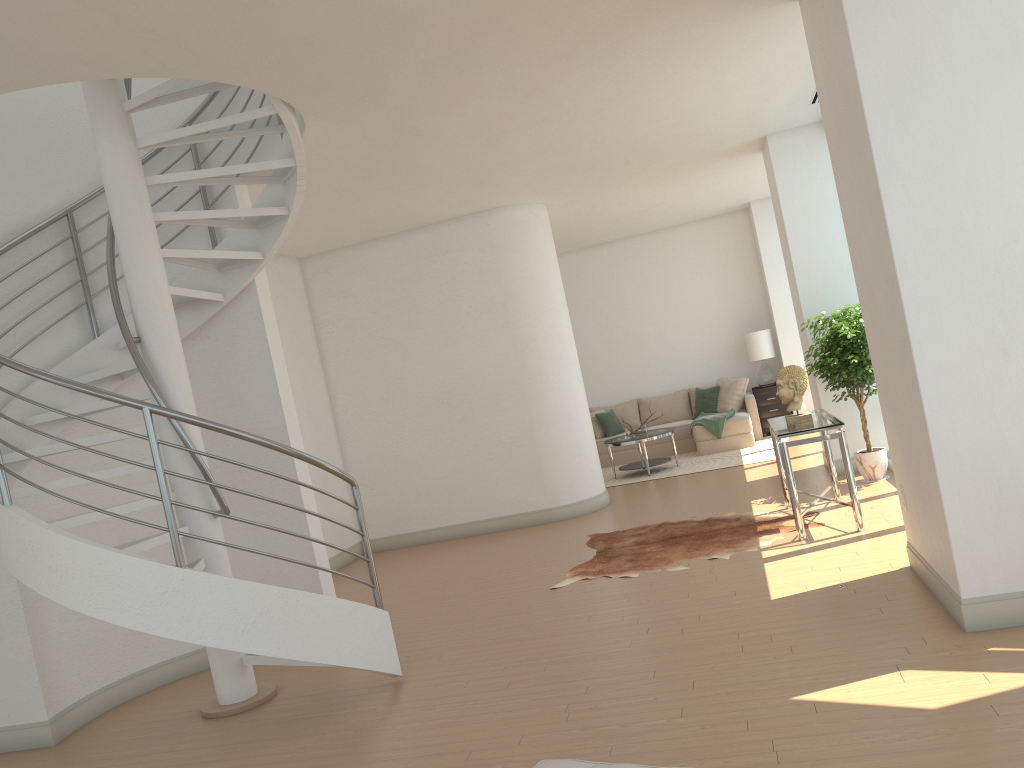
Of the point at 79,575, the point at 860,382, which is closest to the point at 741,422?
the point at 860,382

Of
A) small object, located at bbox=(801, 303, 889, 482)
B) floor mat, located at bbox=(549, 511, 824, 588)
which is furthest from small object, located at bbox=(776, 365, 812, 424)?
small object, located at bbox=(801, 303, 889, 482)

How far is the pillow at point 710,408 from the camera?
13.0m

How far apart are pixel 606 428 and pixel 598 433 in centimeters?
15cm

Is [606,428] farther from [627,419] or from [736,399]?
[736,399]

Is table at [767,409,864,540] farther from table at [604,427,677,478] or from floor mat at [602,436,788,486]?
table at [604,427,677,478]

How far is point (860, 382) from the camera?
7.74m

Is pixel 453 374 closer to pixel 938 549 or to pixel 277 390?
pixel 277 390

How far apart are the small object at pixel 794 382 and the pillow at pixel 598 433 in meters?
6.5

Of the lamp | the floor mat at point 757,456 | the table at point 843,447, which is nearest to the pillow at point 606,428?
the floor mat at point 757,456
